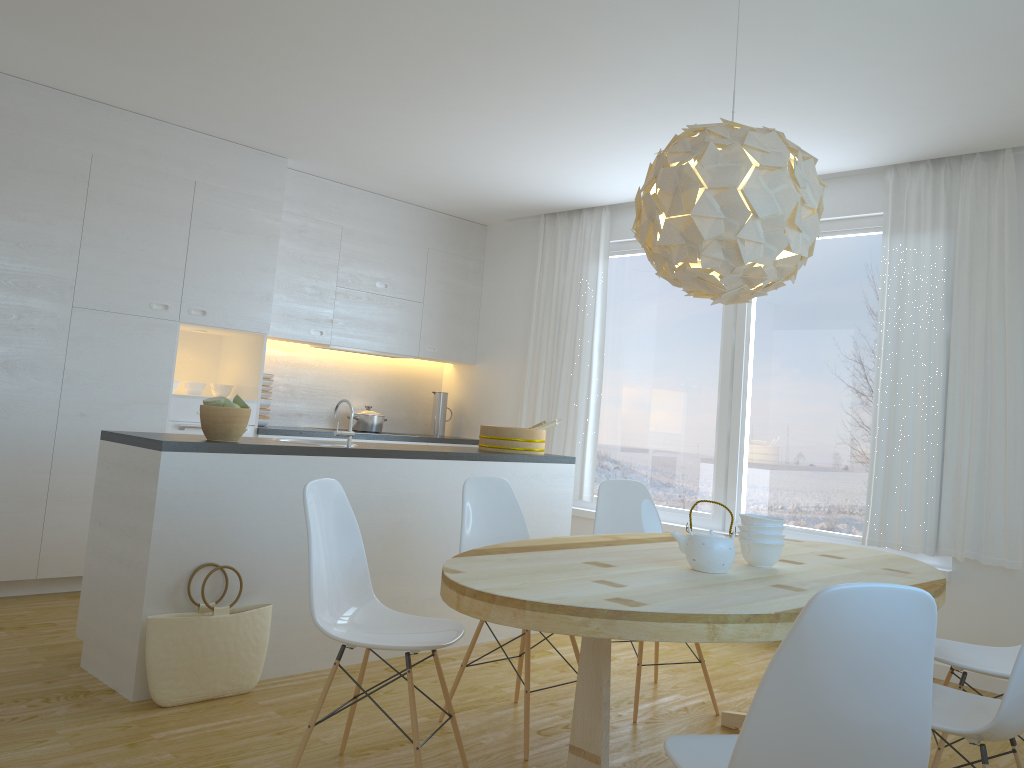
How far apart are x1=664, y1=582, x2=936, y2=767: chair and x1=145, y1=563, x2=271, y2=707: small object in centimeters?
205cm

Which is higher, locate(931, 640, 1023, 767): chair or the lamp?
the lamp

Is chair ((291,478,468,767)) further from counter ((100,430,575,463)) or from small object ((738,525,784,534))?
small object ((738,525,784,534))

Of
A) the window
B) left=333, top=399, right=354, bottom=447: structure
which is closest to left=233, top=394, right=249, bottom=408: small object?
left=333, top=399, right=354, bottom=447: structure

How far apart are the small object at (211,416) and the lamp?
1.76m

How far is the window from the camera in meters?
5.1 m

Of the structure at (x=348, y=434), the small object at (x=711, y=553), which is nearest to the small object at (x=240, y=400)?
the structure at (x=348, y=434)

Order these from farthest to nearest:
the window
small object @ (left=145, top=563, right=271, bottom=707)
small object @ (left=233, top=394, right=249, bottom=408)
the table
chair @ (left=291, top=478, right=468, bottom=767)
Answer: the window, small object @ (left=233, top=394, right=249, bottom=408), small object @ (left=145, top=563, right=271, bottom=707), chair @ (left=291, top=478, right=468, bottom=767), the table

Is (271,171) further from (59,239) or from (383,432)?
(383,432)

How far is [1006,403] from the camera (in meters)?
4.40
